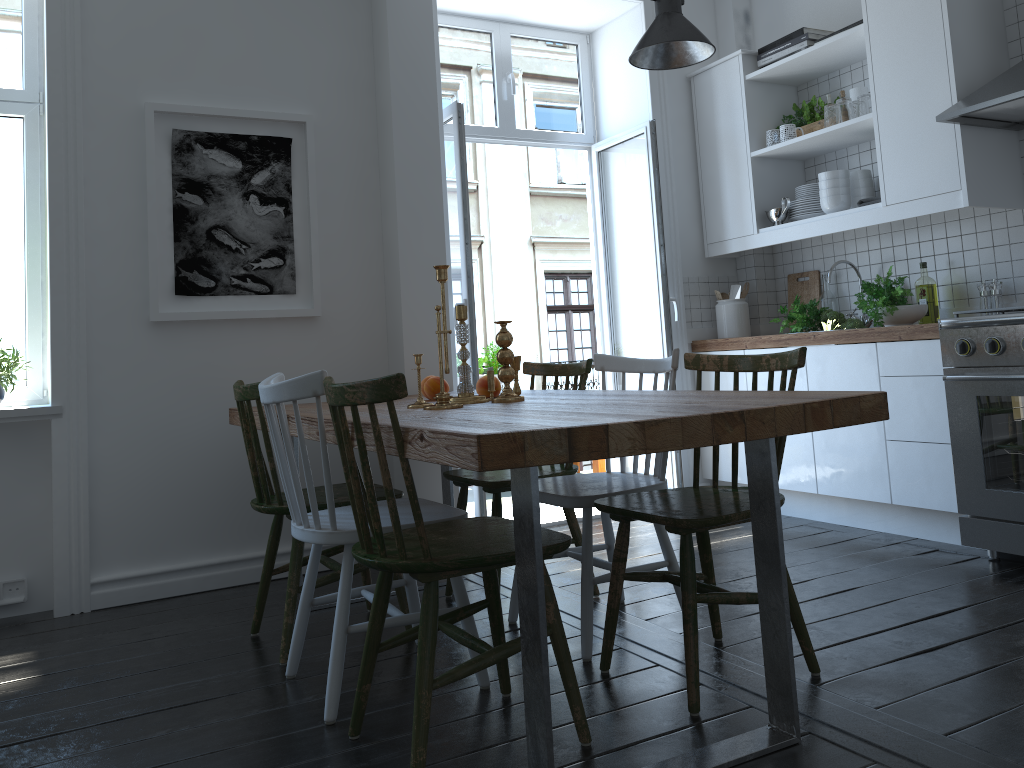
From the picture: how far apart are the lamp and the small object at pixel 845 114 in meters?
0.6 m

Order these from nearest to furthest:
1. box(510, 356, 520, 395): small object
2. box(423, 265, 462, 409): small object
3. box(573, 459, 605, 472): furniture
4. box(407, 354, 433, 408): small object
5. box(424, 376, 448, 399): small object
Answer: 1. box(423, 265, 462, 409): small object
2. box(407, 354, 433, 408): small object
3. box(510, 356, 520, 395): small object
4. box(424, 376, 448, 399): small object
5. box(573, 459, 605, 472): furniture

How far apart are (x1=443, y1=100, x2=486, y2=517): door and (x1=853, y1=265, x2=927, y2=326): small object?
1.71m

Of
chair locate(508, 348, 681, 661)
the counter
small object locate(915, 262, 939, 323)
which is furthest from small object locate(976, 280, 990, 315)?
chair locate(508, 348, 681, 661)

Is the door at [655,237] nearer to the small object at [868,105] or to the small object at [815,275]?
the small object at [815,275]

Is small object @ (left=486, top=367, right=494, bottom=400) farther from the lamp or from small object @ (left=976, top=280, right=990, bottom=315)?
small object @ (left=976, top=280, right=990, bottom=315)

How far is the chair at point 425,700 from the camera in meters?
1.8

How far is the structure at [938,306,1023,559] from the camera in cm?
308

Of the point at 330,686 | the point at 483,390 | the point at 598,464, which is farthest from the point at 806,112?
the point at 330,686

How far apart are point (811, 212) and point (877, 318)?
0.7 meters
